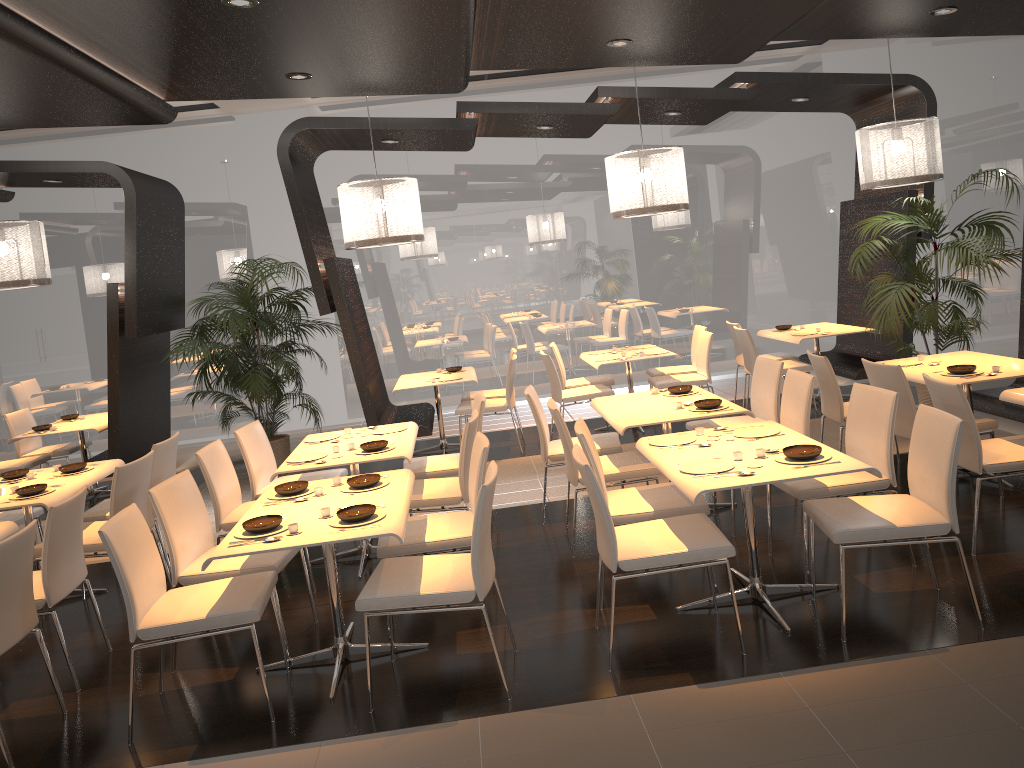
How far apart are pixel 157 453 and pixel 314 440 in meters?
1.0 m

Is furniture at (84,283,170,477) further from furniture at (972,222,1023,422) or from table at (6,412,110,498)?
furniture at (972,222,1023,422)

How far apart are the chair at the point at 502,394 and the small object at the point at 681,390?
2.9 meters

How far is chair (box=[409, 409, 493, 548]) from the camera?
5.05m

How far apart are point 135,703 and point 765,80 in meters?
6.8 m

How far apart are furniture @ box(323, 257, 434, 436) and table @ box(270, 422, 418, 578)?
1.8m

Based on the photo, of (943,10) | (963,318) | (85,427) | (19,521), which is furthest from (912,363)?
(85,427)

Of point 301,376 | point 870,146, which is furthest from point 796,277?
point 301,376

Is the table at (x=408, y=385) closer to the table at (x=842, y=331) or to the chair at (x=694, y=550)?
the table at (x=842, y=331)

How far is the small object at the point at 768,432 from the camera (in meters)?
4.51
